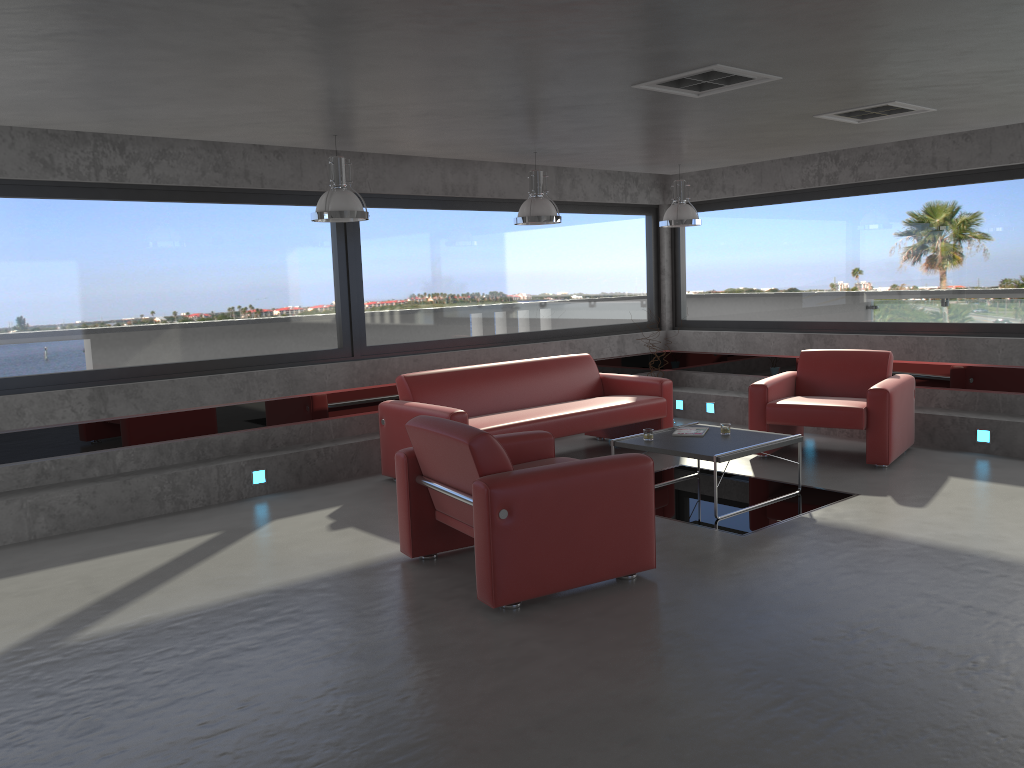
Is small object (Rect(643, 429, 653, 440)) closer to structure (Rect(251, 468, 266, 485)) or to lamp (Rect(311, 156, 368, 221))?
lamp (Rect(311, 156, 368, 221))

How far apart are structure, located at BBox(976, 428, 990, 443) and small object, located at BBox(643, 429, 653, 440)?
3.2 meters

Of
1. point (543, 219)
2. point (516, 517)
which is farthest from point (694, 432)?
point (516, 517)

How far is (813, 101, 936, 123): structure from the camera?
5.8m

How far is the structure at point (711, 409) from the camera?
9.80m

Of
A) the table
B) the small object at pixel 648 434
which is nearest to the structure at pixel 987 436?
the table

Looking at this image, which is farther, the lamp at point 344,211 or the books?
the books

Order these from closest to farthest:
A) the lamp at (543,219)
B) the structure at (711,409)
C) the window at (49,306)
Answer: the window at (49,306) → the lamp at (543,219) → the structure at (711,409)

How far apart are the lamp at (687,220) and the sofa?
1.45m

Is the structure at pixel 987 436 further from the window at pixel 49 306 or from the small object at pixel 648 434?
the window at pixel 49 306
